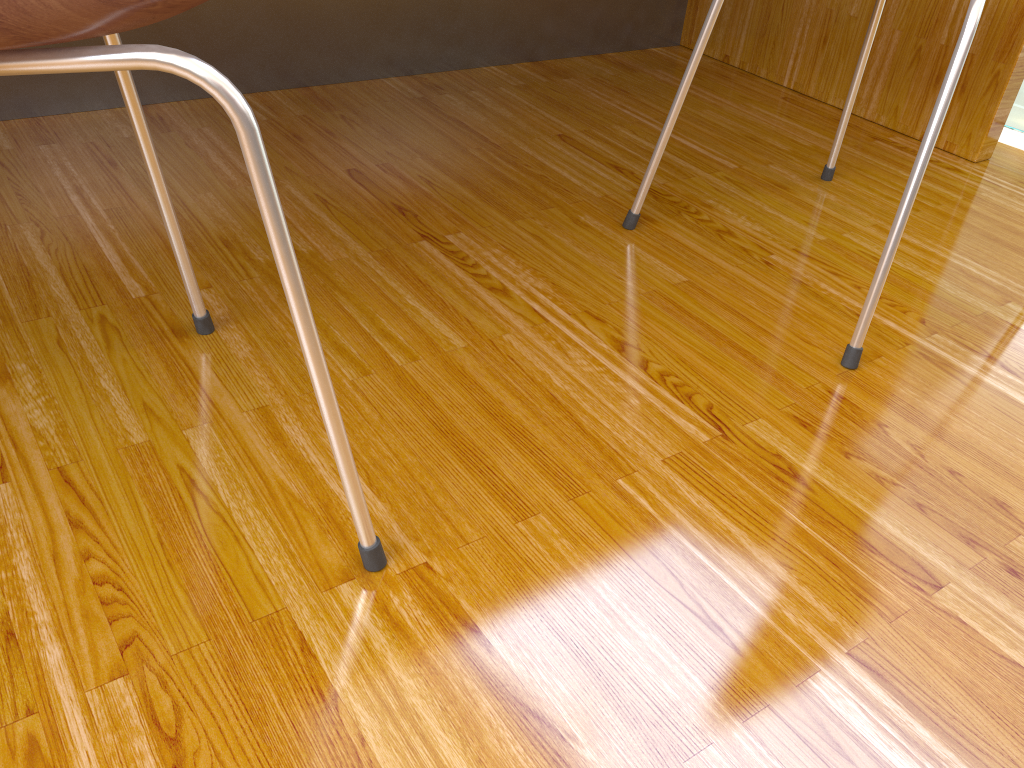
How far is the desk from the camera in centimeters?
138cm

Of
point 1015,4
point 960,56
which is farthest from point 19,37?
point 1015,4

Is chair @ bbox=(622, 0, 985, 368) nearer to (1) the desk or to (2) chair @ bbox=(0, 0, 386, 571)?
(1) the desk

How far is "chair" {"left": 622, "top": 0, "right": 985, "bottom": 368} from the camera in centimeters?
81cm

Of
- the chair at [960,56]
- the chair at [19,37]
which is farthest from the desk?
the chair at [19,37]

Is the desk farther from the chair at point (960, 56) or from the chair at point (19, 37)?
the chair at point (19, 37)

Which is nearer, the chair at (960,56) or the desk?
the chair at (960,56)

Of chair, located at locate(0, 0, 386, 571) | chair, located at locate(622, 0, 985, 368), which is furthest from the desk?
chair, located at locate(0, 0, 386, 571)

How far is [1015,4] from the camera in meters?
1.4

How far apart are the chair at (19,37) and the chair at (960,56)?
0.55m
